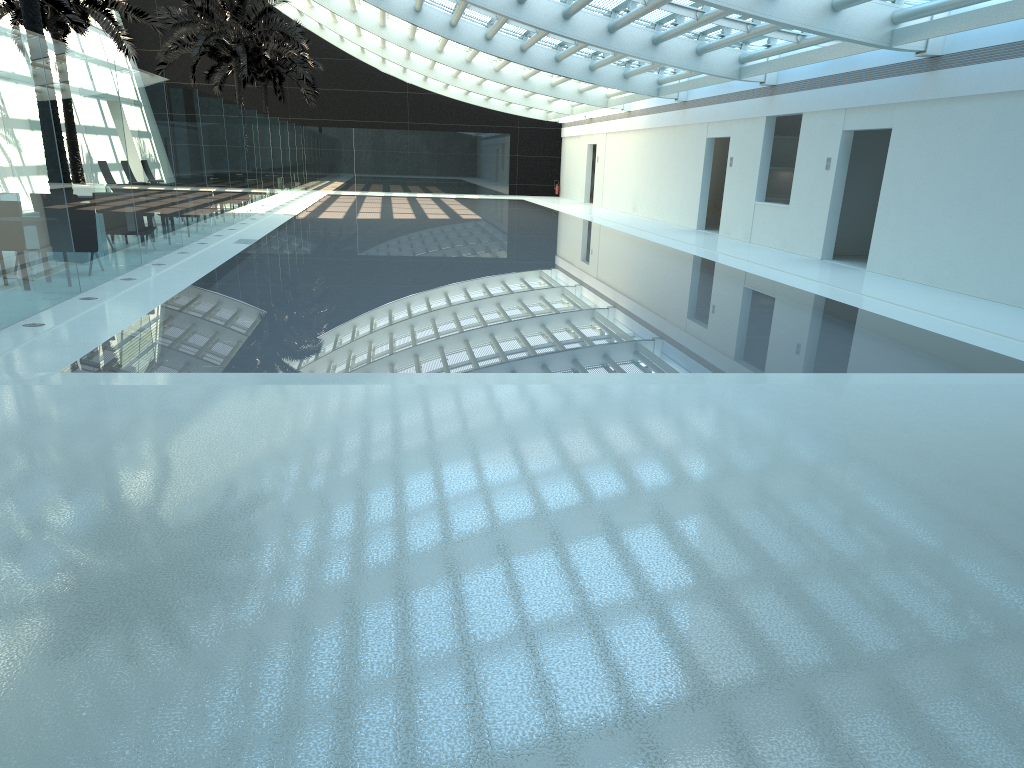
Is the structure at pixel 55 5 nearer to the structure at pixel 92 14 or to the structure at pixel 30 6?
the structure at pixel 92 14

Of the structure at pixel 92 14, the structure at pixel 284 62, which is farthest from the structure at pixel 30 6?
the structure at pixel 284 62

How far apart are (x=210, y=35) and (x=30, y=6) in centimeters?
1750cm

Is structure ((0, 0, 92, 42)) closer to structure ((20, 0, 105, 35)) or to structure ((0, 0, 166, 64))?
structure ((0, 0, 166, 64))

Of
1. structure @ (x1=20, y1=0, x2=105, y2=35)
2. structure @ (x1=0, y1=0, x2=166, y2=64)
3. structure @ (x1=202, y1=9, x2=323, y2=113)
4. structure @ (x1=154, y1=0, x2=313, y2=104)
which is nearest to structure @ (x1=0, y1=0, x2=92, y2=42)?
structure @ (x1=0, y1=0, x2=166, y2=64)

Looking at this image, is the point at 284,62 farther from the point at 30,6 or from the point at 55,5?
the point at 30,6

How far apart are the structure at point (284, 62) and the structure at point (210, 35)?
4.3 meters

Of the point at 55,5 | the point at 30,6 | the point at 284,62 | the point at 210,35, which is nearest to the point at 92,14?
the point at 55,5

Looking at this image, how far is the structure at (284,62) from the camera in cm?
3746

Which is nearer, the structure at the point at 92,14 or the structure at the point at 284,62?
the structure at the point at 92,14
